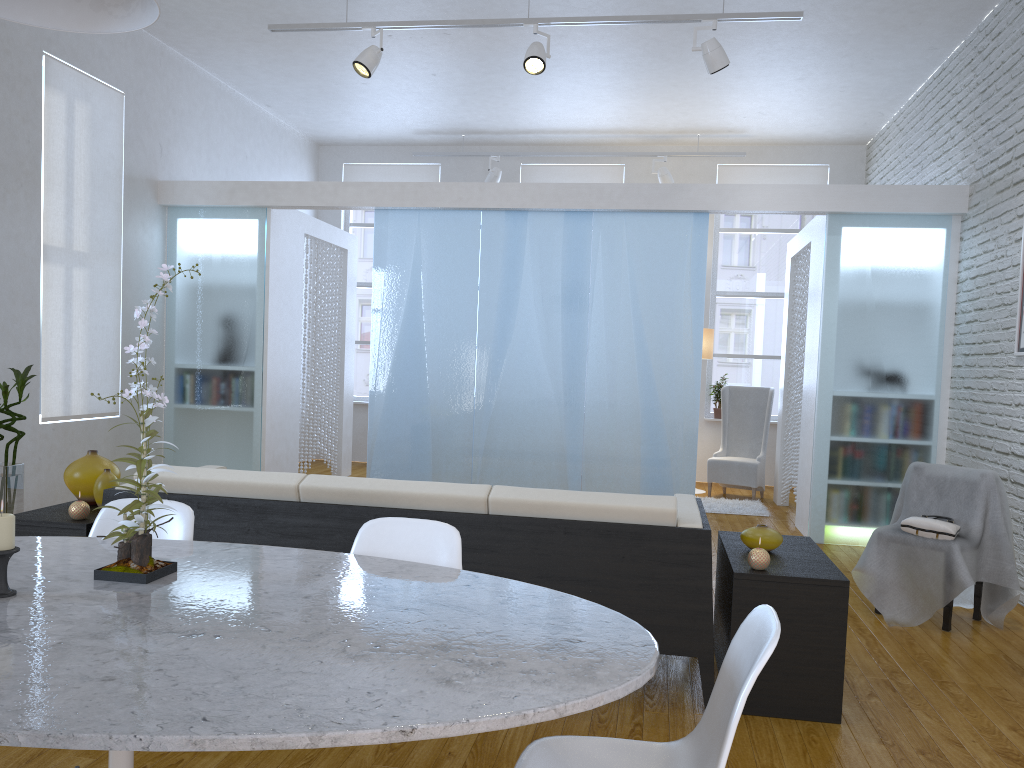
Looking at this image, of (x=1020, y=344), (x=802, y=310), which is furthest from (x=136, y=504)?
(x=802, y=310)

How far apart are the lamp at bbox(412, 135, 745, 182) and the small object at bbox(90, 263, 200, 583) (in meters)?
6.89

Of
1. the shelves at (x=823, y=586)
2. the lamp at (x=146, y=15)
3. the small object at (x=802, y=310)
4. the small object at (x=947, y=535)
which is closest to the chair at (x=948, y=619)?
the small object at (x=947, y=535)

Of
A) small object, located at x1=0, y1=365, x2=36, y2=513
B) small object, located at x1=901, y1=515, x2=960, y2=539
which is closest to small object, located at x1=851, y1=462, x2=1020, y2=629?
small object, located at x1=901, y1=515, x2=960, y2=539

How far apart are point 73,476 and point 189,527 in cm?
153

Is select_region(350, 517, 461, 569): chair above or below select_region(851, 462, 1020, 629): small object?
above

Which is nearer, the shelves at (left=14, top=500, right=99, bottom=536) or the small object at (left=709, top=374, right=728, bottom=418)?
the shelves at (left=14, top=500, right=99, bottom=536)

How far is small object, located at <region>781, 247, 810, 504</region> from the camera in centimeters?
667cm

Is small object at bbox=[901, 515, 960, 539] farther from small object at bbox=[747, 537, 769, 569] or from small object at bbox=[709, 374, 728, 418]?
small object at bbox=[709, 374, 728, 418]

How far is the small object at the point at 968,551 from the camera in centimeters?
379cm
